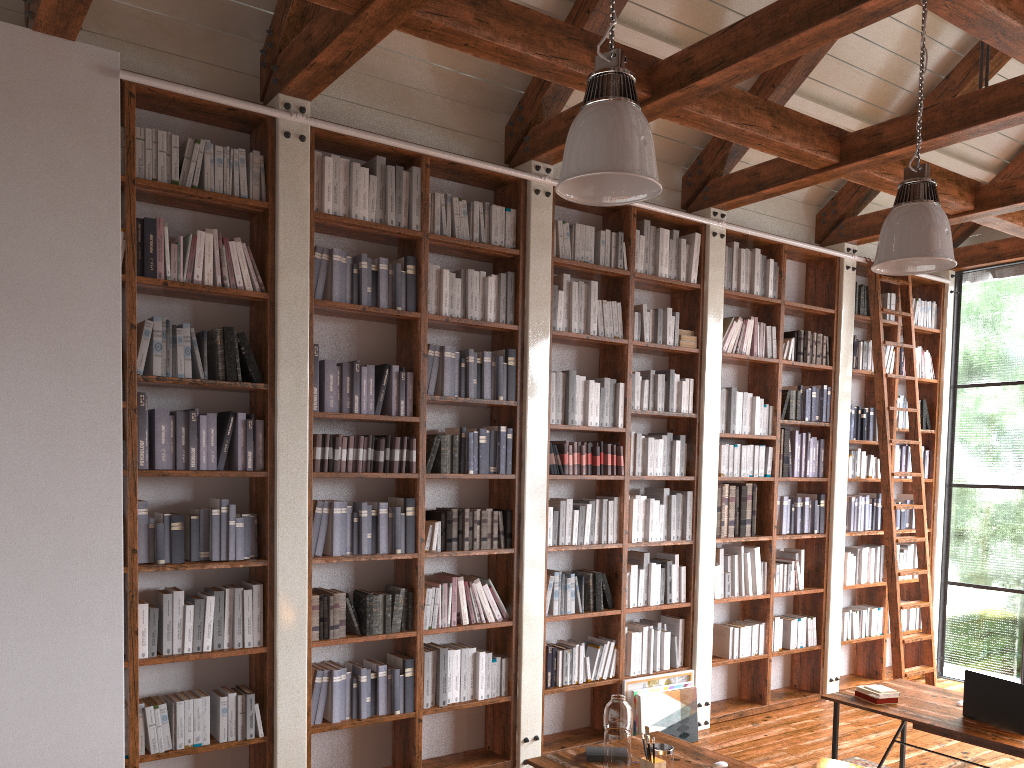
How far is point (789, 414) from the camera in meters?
6.6 m

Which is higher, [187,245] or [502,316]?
[187,245]

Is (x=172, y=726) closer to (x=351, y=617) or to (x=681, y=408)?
(x=351, y=617)

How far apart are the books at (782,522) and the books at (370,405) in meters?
3.5 m

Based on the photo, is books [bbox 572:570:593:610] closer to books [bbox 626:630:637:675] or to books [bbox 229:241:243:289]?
books [bbox 626:630:637:675]

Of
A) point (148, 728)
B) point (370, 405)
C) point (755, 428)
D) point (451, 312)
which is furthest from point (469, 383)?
point (755, 428)

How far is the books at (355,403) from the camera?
4.61m

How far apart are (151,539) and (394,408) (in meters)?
1.38

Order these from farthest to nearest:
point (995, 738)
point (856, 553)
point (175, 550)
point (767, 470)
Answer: point (856, 553) < point (767, 470) < point (175, 550) < point (995, 738)

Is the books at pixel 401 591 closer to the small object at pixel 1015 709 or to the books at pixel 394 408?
the books at pixel 394 408
